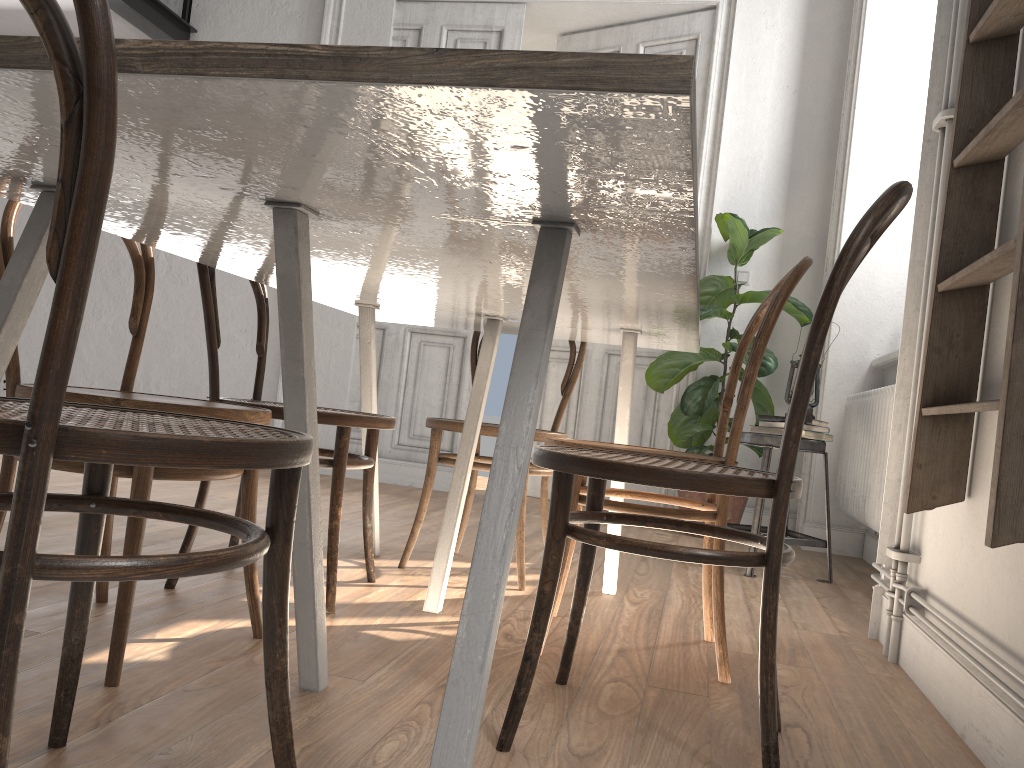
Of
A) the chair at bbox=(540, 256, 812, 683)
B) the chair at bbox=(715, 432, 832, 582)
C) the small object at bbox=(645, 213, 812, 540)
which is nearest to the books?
the chair at bbox=(715, 432, 832, 582)

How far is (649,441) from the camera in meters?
4.9 m

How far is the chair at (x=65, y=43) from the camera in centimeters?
67cm

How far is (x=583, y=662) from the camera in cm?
184

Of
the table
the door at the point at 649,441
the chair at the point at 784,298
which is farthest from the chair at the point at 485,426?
the door at the point at 649,441

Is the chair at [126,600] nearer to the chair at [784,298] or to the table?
the table

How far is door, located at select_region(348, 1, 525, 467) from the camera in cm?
508

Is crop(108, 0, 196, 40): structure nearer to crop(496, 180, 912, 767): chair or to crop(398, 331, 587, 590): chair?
crop(398, 331, 587, 590): chair

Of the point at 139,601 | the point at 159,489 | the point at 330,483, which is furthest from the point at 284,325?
the point at 330,483

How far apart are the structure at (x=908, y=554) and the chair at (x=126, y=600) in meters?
1.3
